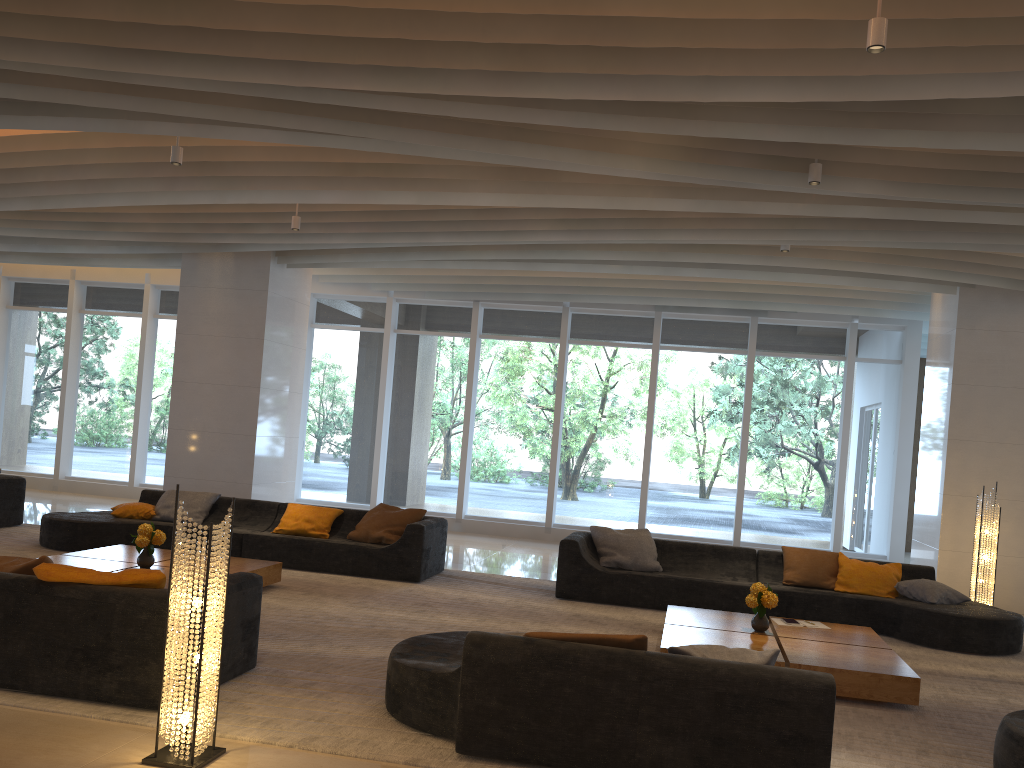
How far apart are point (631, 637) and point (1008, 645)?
4.9m

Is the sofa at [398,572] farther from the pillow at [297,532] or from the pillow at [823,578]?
the pillow at [823,578]

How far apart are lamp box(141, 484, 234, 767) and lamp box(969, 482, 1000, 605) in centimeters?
761cm

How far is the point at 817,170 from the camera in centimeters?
633cm

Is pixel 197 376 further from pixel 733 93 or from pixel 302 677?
pixel 733 93

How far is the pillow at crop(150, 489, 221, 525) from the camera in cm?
938

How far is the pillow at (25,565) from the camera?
4.7 meters

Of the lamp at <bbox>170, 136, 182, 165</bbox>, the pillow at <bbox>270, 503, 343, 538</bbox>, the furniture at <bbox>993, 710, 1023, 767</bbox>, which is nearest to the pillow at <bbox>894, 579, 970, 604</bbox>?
the furniture at <bbox>993, 710, 1023, 767</bbox>

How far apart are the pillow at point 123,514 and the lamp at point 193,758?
6.0m

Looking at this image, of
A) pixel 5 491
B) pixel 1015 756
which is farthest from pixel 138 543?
pixel 1015 756
